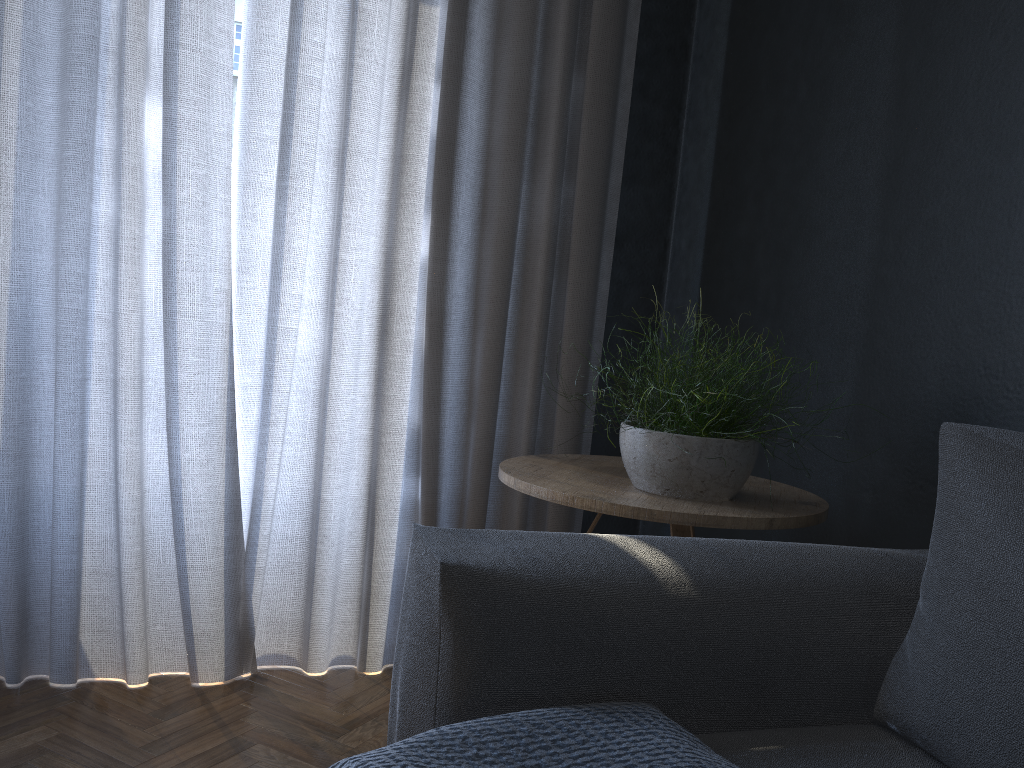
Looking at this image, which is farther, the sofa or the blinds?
the blinds

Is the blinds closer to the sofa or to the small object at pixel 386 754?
the sofa

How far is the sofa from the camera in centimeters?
91cm

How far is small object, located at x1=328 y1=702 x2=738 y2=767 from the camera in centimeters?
85cm

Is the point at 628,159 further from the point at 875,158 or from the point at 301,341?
the point at 301,341

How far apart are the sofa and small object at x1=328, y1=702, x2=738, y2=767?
0.1 meters

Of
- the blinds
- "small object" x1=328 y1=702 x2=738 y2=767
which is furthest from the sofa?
the blinds

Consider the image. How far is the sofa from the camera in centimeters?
91cm

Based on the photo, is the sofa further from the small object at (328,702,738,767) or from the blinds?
the blinds

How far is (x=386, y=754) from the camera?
0.9m
